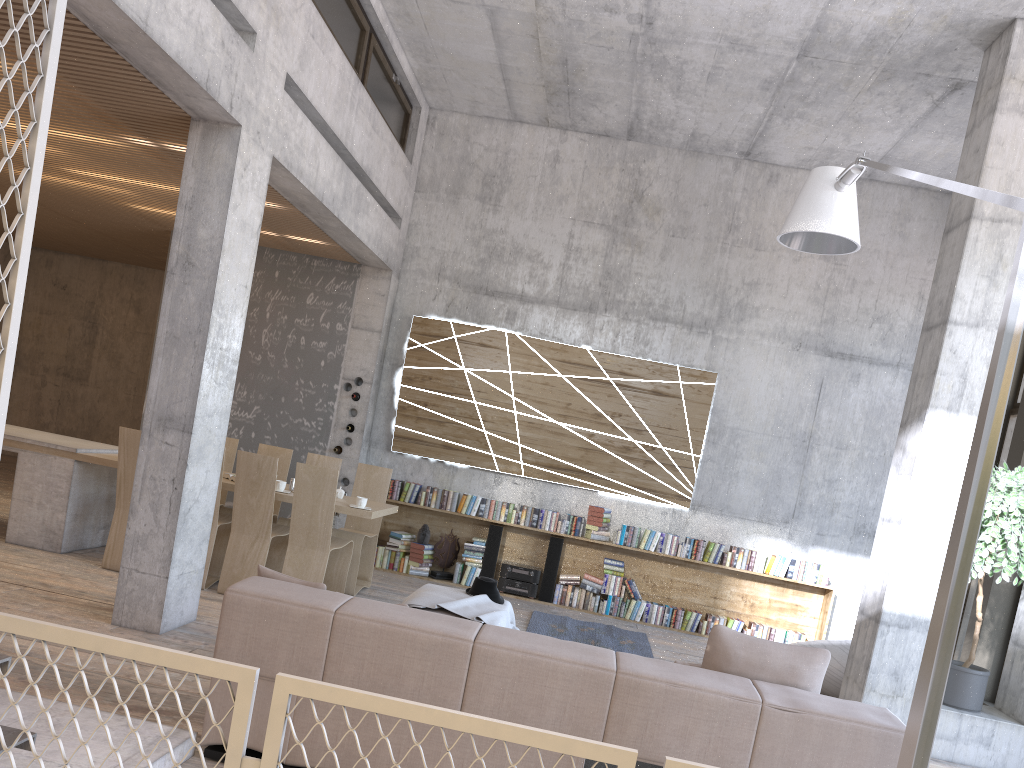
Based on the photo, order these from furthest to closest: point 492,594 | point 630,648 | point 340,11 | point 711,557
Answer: point 711,557 < point 630,648 < point 340,11 < point 492,594

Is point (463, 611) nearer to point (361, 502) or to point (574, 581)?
point (361, 502)

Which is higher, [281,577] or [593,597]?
[281,577]

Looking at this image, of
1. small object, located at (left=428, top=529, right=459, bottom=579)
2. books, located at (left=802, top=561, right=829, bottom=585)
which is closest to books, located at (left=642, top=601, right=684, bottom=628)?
books, located at (left=802, top=561, right=829, bottom=585)

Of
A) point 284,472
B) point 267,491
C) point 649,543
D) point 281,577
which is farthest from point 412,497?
point 281,577

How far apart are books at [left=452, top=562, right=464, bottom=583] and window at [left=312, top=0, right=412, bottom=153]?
4.64m

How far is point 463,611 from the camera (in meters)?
5.69

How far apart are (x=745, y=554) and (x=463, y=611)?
4.5 meters

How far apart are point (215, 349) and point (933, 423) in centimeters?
497cm

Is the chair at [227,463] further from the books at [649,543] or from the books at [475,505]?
the books at [649,543]
